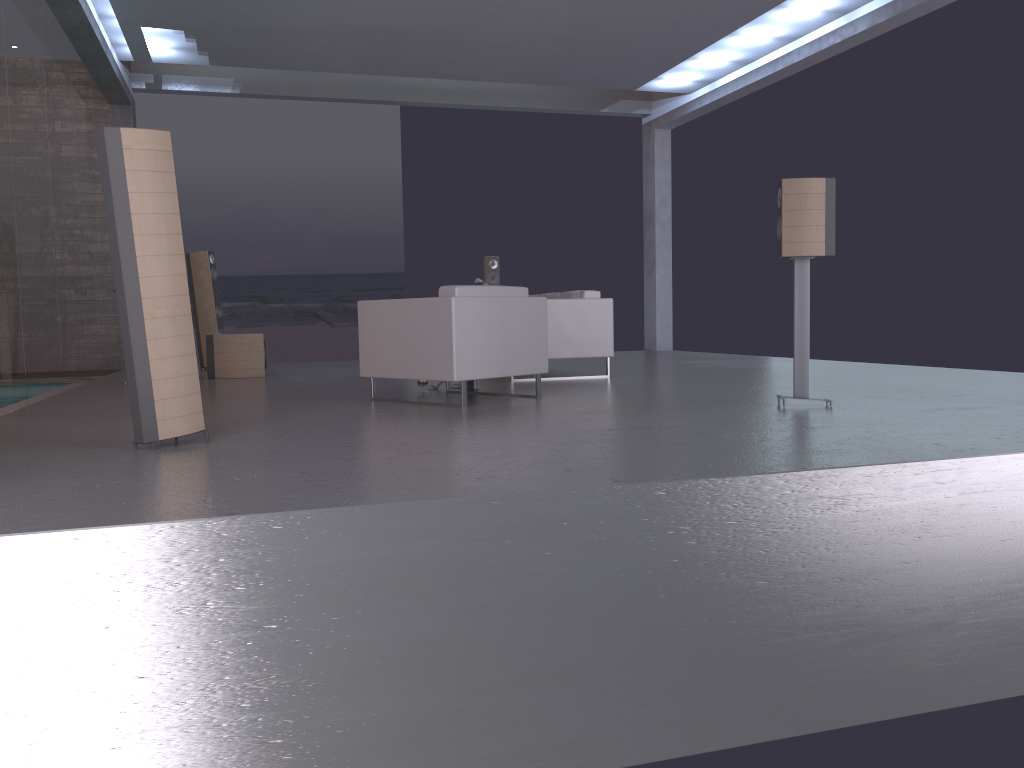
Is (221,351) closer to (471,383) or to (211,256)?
(211,256)

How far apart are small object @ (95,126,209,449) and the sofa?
4.2 meters

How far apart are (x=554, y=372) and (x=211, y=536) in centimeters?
668cm

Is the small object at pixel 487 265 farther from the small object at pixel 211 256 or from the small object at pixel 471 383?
the small object at pixel 471 383

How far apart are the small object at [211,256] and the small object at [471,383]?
5.18m

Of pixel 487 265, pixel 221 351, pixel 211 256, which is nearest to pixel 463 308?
pixel 221 351

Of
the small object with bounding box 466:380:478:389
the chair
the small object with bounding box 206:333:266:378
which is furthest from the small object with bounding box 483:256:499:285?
the chair

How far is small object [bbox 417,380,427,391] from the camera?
7.0 meters

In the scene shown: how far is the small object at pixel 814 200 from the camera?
5.2m

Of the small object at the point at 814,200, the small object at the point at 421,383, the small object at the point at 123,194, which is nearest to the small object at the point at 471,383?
the small object at the point at 421,383
